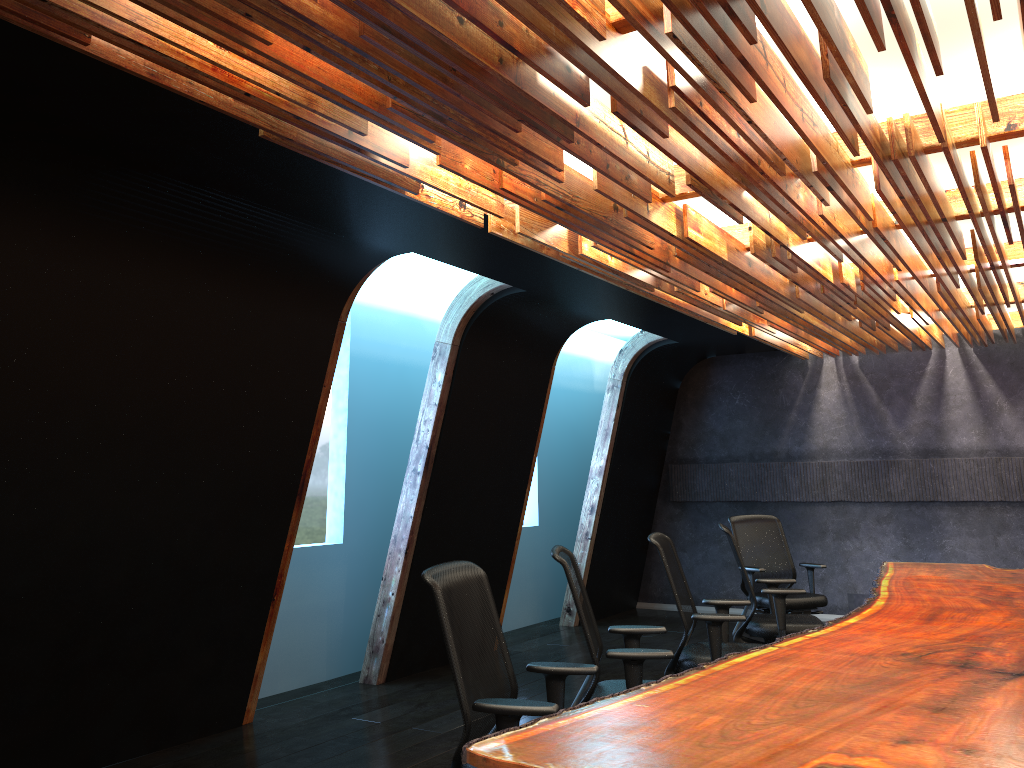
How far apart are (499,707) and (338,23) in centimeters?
231cm

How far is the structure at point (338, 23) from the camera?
2.7m

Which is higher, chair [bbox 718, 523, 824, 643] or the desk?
the desk

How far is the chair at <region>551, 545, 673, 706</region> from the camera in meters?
4.0 m

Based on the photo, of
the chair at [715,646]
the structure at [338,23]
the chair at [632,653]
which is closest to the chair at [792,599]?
the structure at [338,23]

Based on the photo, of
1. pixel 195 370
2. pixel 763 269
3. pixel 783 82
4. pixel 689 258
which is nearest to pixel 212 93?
pixel 783 82

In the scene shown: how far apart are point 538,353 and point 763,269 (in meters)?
2.60

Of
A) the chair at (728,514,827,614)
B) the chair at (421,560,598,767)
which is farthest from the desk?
the chair at (728,514,827,614)

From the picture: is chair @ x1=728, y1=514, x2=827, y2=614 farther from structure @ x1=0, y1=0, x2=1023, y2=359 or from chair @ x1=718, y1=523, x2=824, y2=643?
structure @ x1=0, y1=0, x2=1023, y2=359

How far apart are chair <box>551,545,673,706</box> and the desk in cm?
29
